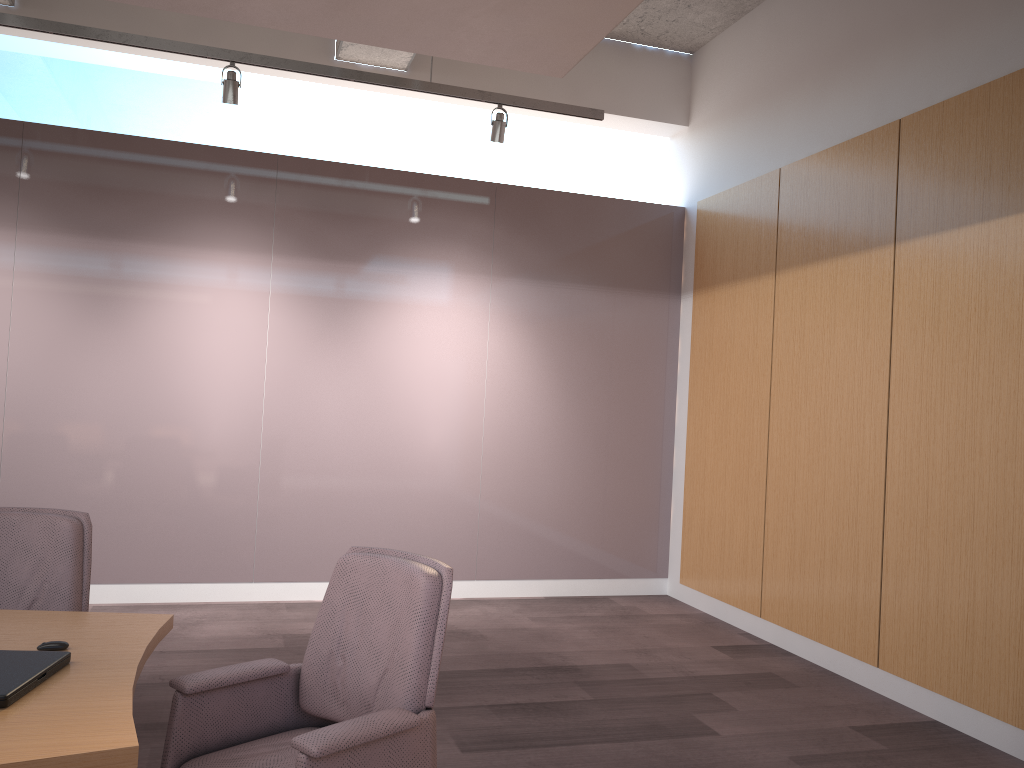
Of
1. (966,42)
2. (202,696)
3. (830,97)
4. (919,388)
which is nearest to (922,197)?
(966,42)

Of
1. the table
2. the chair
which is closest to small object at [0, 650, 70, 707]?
the table

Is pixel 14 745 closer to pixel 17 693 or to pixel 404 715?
pixel 17 693

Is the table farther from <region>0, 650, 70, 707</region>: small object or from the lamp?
the lamp

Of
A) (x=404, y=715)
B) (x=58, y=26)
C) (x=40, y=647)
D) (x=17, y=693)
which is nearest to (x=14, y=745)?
(x=17, y=693)

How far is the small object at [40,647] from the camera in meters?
2.1

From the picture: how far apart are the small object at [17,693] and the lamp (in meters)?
3.46

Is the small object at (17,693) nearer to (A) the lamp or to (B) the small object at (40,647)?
(B) the small object at (40,647)

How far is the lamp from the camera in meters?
4.5

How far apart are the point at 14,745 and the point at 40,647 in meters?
0.6 m
